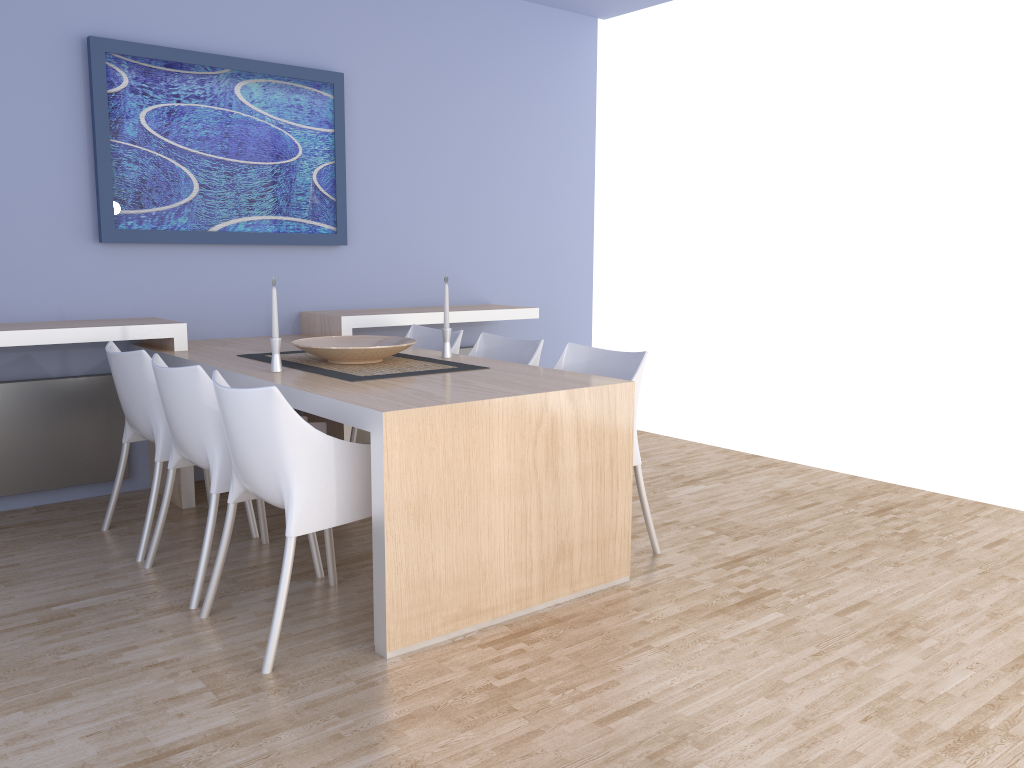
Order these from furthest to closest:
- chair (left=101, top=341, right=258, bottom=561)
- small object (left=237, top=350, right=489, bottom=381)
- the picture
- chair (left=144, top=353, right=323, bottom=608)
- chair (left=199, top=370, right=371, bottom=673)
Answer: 1. the picture
2. chair (left=101, top=341, right=258, bottom=561)
3. small object (left=237, top=350, right=489, bottom=381)
4. chair (left=144, top=353, right=323, bottom=608)
5. chair (left=199, top=370, right=371, bottom=673)

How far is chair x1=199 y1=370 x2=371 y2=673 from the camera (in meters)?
2.45

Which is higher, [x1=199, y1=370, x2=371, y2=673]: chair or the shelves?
the shelves

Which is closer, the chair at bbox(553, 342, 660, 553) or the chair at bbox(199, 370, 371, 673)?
the chair at bbox(199, 370, 371, 673)

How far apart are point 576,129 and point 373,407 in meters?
3.9

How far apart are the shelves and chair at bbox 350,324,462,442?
0.11m

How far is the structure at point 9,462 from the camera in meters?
3.9

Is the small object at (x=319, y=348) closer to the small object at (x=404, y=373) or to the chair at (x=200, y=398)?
the small object at (x=404, y=373)

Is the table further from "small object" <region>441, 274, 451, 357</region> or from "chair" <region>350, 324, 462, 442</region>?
"chair" <region>350, 324, 462, 442</region>

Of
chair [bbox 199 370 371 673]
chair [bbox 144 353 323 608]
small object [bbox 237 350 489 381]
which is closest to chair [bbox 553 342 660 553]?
small object [bbox 237 350 489 381]
